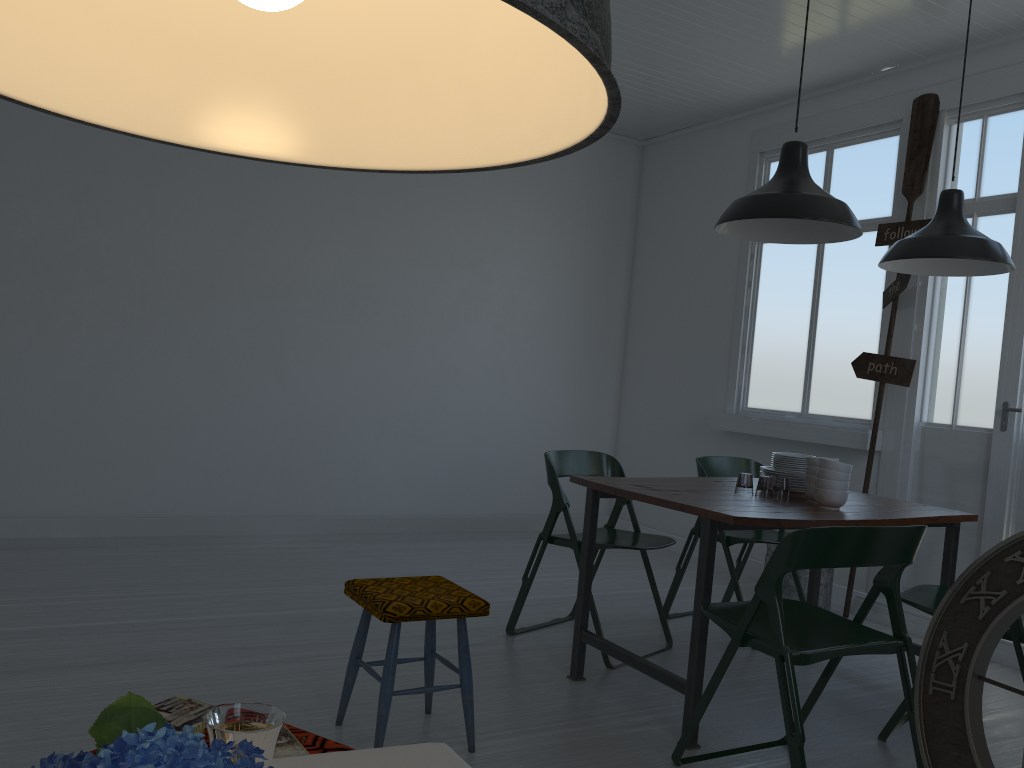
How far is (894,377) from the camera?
5.6 meters

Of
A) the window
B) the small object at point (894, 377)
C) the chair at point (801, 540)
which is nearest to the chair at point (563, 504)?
the chair at point (801, 540)

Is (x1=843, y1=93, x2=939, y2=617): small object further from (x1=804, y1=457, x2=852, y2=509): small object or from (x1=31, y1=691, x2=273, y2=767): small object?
(x1=31, y1=691, x2=273, y2=767): small object

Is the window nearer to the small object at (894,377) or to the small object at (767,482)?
the small object at (894,377)

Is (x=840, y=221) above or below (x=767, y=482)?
above

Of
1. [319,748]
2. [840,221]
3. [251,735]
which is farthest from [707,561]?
[251,735]

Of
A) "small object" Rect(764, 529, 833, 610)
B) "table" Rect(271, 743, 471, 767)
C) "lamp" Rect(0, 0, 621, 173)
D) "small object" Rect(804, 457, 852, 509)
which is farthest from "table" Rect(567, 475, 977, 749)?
"lamp" Rect(0, 0, 621, 173)

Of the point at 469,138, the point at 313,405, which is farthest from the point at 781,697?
the point at 313,405

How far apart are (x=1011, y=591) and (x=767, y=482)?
7.4m

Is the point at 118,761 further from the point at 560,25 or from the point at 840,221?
the point at 840,221
